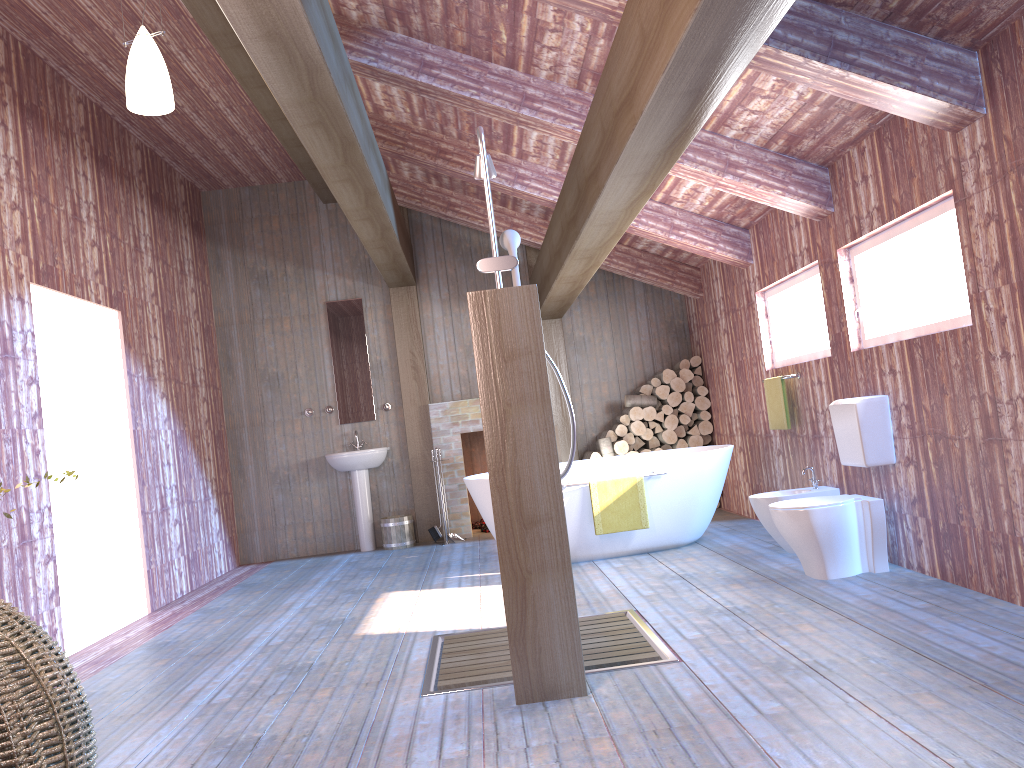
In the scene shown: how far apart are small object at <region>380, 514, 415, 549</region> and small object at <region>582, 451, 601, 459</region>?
1.8 meters

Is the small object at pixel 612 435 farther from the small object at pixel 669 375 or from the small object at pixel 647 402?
the small object at pixel 669 375

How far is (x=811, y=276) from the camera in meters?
5.6

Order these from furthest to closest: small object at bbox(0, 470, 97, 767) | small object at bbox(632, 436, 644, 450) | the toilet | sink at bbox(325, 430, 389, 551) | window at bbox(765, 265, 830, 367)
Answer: small object at bbox(632, 436, 644, 450)
sink at bbox(325, 430, 389, 551)
window at bbox(765, 265, 830, 367)
the toilet
small object at bbox(0, 470, 97, 767)

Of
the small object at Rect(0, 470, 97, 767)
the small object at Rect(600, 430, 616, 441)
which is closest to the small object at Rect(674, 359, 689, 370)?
the small object at Rect(600, 430, 616, 441)

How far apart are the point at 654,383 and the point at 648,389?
0.1 meters

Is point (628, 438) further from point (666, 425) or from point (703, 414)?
point (703, 414)

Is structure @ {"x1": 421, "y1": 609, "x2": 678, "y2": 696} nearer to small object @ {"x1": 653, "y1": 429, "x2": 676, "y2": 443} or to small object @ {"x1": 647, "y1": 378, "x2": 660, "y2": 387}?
small object @ {"x1": 653, "y1": 429, "x2": 676, "y2": 443}

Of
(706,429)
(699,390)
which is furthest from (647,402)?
(706,429)

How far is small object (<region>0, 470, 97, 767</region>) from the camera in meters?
2.0
